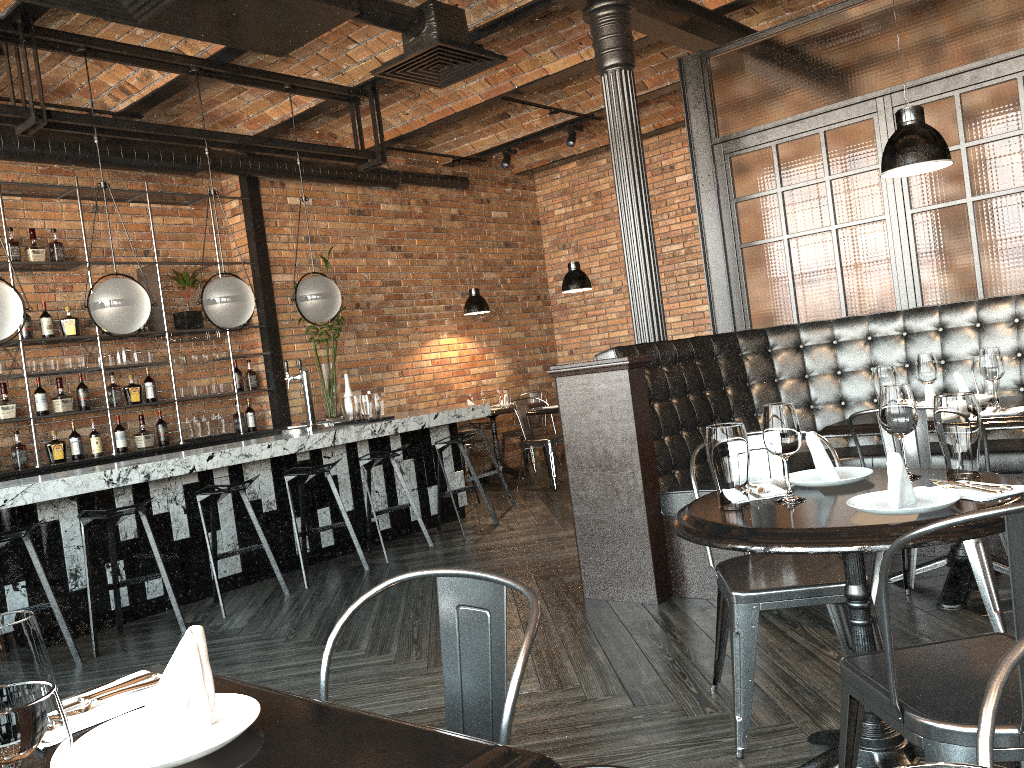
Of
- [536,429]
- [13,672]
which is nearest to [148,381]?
[536,429]

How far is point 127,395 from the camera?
7.1 meters

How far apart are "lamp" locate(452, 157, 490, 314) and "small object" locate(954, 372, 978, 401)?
5.8 meters

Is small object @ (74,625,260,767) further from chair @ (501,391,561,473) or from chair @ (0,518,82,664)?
chair @ (501,391,561,473)

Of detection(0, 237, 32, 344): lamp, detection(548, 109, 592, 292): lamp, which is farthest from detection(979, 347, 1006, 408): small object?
detection(0, 237, 32, 344): lamp

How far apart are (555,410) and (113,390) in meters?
3.6

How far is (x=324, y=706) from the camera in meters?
1.2

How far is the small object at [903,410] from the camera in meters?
2.3 m

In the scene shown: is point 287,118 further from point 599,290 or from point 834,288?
point 834,288

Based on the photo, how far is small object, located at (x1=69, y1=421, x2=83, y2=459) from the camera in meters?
6.8 m
